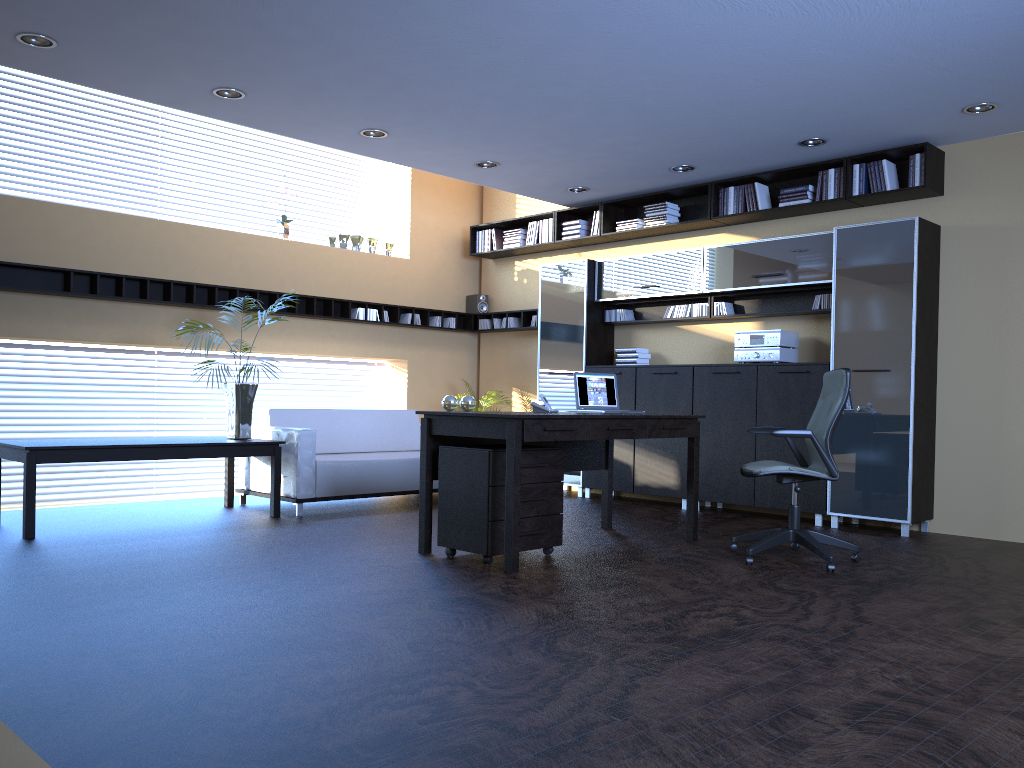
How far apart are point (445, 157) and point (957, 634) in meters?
5.5

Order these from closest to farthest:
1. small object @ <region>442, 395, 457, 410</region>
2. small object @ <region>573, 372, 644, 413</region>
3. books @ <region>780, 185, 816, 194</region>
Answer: small object @ <region>442, 395, 457, 410</region> → small object @ <region>573, 372, 644, 413</region> → books @ <region>780, 185, 816, 194</region>

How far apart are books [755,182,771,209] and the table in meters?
4.6

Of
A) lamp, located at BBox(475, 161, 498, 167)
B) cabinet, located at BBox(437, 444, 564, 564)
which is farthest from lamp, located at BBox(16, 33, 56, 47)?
lamp, located at BBox(475, 161, 498, 167)

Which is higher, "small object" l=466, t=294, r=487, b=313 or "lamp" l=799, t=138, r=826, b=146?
"lamp" l=799, t=138, r=826, b=146

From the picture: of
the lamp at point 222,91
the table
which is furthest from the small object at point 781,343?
the lamp at point 222,91

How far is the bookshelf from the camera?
6.9m

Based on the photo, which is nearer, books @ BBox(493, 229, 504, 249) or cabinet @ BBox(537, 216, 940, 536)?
cabinet @ BBox(537, 216, 940, 536)

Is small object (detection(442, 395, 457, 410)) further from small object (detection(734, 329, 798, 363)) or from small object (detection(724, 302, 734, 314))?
small object (detection(724, 302, 734, 314))

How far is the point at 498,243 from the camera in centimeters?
1014cm
